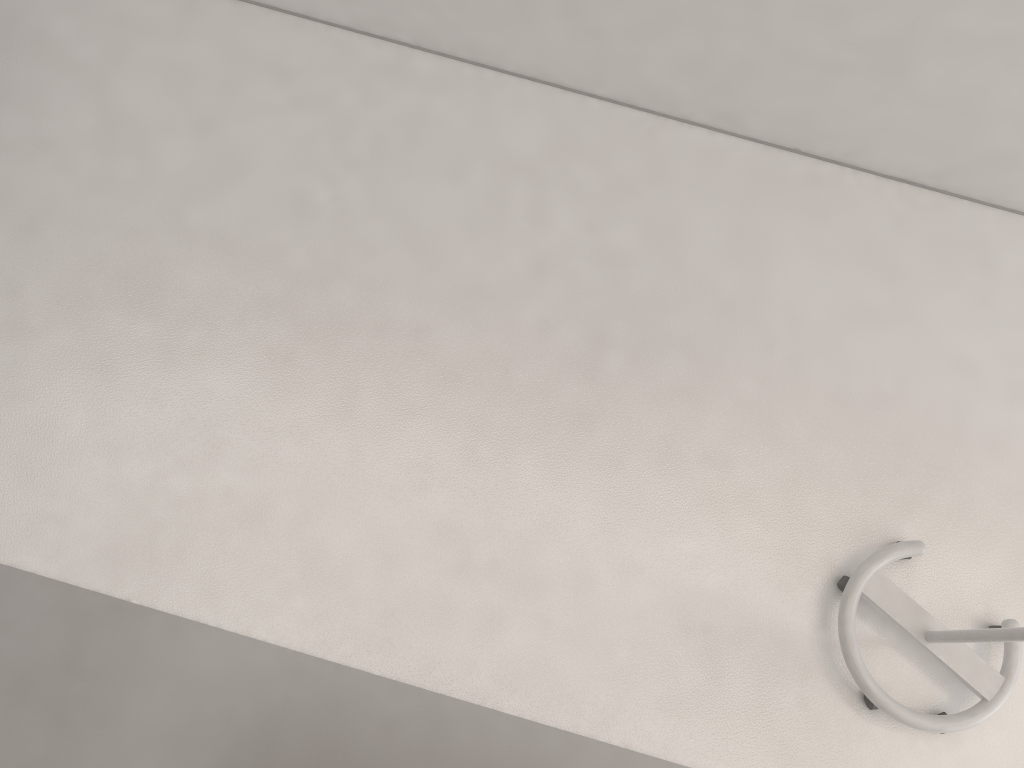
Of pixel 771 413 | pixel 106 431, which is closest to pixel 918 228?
pixel 771 413

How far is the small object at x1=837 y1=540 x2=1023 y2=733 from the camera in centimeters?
253cm

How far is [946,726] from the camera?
2.5m

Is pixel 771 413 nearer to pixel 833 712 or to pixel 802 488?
pixel 802 488
